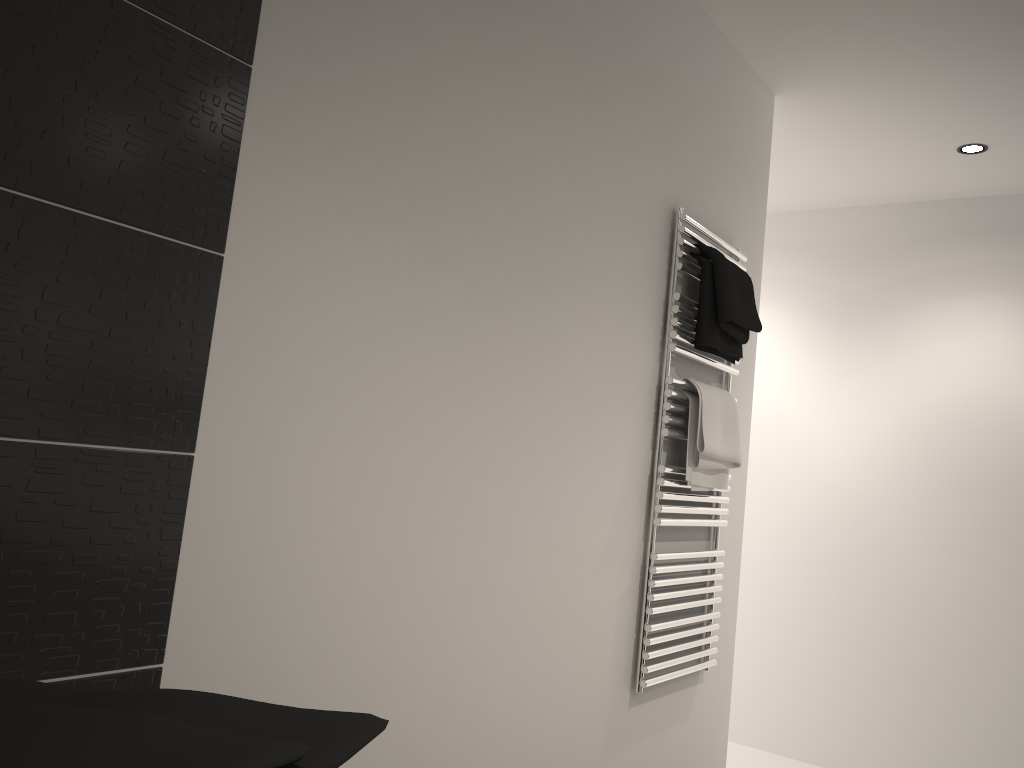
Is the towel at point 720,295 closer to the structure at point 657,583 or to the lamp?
the structure at point 657,583

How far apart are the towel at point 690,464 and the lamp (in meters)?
1.60

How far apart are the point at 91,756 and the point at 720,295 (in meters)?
2.24

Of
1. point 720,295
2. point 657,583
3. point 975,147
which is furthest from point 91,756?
point 975,147

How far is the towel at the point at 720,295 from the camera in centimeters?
242cm

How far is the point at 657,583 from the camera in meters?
2.3

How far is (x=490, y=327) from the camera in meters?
1.8 m

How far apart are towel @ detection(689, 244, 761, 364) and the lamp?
1.4m

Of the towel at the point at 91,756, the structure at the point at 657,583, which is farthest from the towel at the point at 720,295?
the towel at the point at 91,756

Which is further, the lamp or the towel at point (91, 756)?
the lamp
